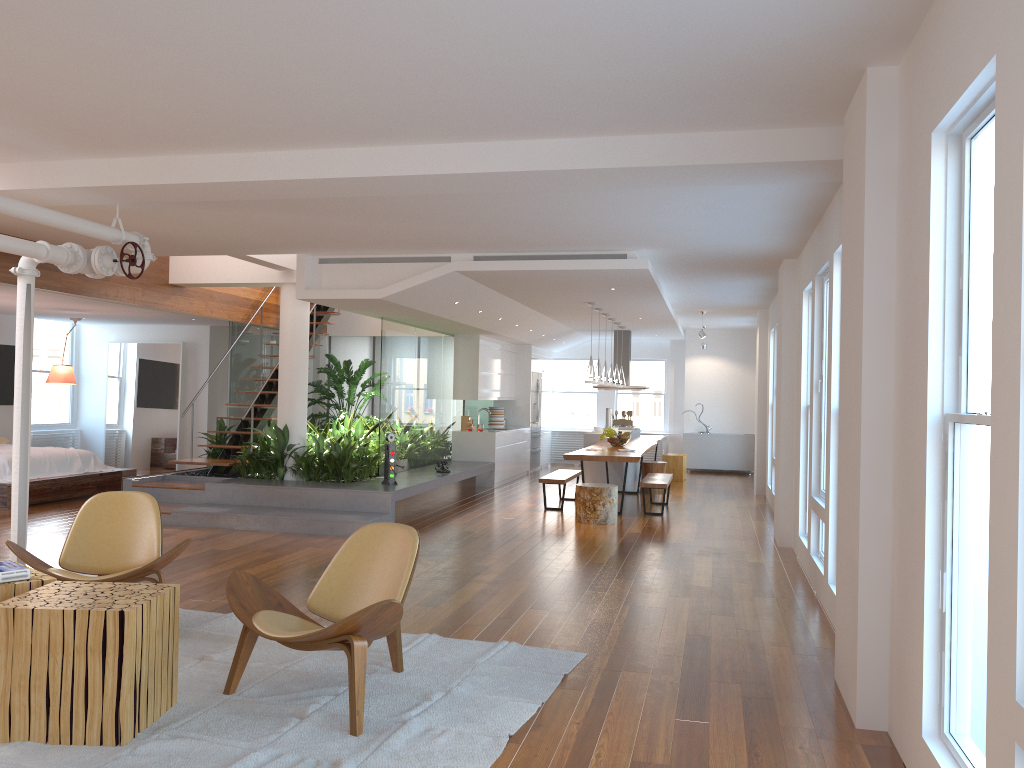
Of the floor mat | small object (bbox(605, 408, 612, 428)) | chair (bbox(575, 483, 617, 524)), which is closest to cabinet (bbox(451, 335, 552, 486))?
small object (bbox(605, 408, 612, 428))

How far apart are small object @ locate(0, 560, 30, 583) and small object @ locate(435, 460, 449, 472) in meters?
7.4

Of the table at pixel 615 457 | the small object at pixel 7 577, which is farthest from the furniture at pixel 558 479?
the small object at pixel 7 577

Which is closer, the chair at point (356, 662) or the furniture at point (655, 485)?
the chair at point (356, 662)

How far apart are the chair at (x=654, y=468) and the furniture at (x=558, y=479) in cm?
162

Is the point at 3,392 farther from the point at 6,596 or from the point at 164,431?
the point at 6,596

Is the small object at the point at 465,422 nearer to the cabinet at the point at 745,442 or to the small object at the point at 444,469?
the small object at the point at 444,469

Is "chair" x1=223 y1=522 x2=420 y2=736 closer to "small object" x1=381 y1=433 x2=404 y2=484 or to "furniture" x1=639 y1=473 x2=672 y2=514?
"small object" x1=381 y1=433 x2=404 y2=484

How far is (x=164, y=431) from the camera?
13.73m

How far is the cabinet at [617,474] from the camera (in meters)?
12.98
